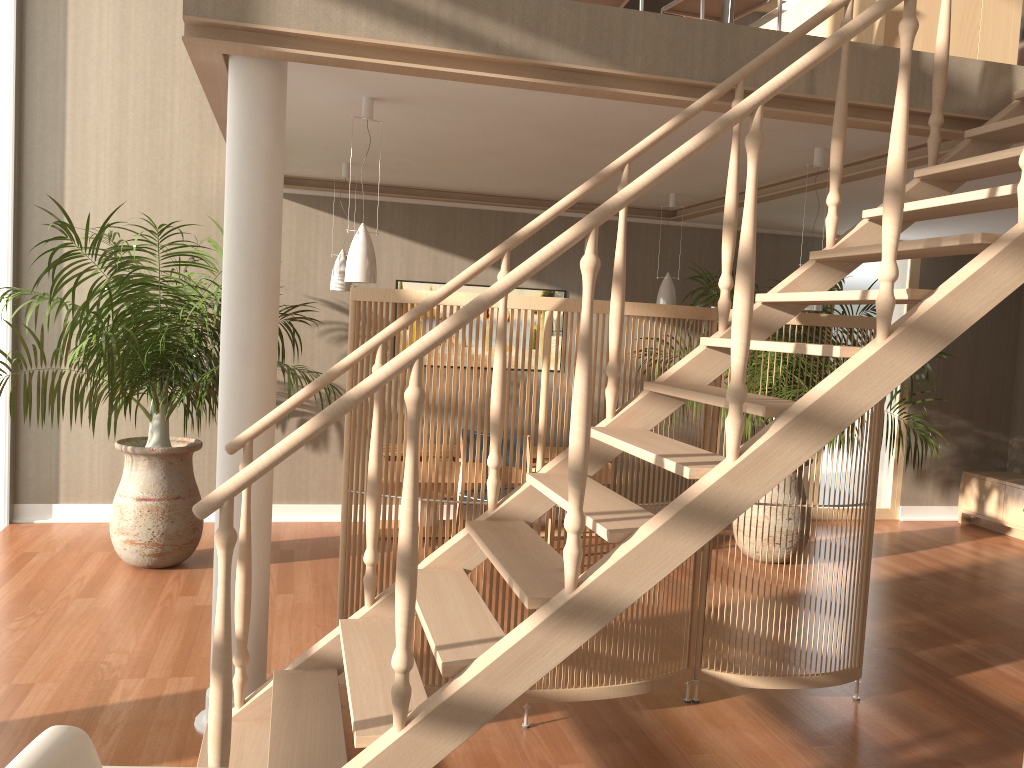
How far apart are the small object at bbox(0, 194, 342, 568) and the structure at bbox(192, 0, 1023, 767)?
1.6 meters

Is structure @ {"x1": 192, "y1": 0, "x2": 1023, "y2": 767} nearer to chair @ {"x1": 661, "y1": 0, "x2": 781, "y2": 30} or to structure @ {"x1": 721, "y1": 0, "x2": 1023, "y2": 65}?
structure @ {"x1": 721, "y1": 0, "x2": 1023, "y2": 65}

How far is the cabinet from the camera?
7.2 meters

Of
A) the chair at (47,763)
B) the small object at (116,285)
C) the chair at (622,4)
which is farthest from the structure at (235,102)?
the chair at (622,4)

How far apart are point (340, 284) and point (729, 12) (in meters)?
3.02

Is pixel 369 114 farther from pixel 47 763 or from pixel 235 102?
pixel 47 763

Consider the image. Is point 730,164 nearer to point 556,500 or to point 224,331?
point 556,500

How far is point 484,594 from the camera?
3.3 meters

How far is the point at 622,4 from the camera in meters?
4.4 m

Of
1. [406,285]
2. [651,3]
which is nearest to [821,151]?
[651,3]
